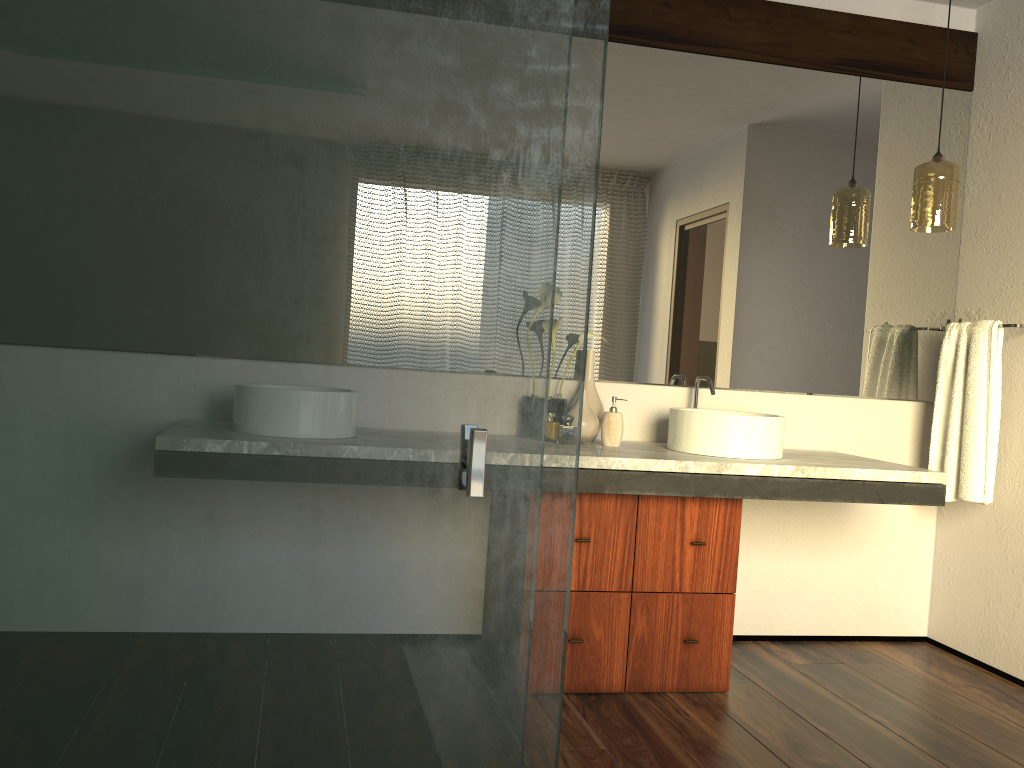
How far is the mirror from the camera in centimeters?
305cm

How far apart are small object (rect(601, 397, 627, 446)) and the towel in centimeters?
123cm

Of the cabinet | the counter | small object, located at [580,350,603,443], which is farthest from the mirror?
the cabinet

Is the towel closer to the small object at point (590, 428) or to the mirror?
the mirror

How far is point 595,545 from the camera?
2.6 meters

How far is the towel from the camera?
3.00m

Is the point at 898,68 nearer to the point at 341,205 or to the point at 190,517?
the point at 341,205

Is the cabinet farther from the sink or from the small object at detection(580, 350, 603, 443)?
the small object at detection(580, 350, 603, 443)

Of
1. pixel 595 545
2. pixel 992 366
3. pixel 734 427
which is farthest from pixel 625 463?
pixel 992 366

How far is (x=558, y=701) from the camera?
0.9m
